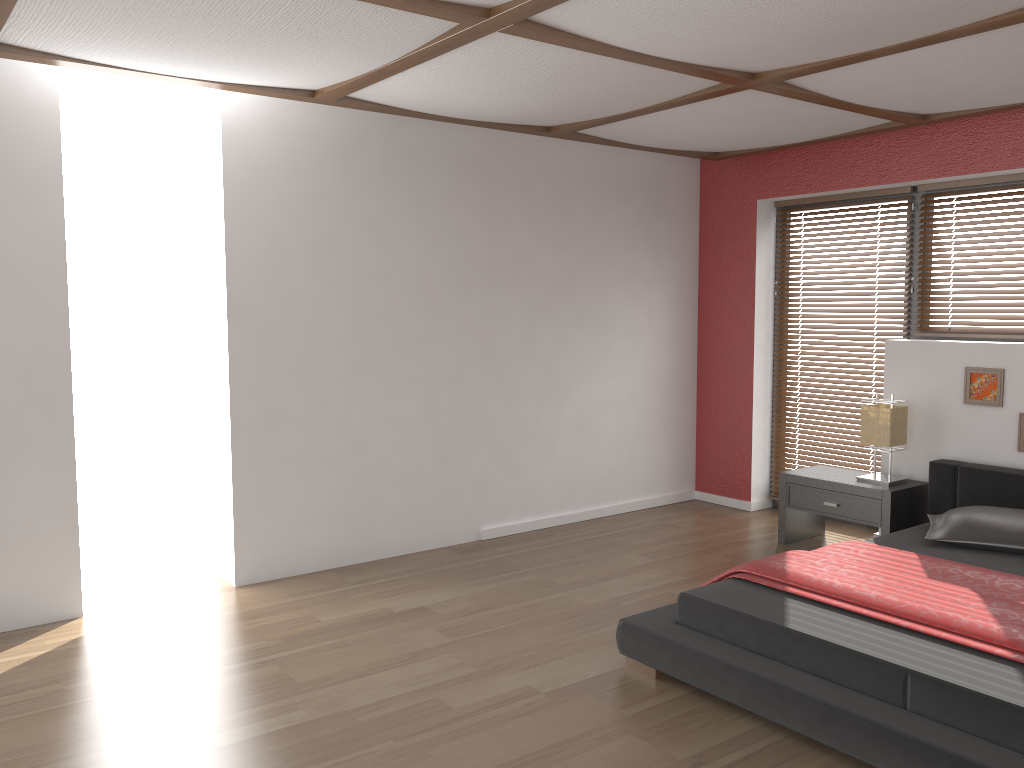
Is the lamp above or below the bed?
above

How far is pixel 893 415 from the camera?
4.8 meters

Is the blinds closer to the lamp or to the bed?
the lamp

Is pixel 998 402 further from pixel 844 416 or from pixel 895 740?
pixel 895 740

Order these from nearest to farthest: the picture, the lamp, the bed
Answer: the bed < the picture < the lamp

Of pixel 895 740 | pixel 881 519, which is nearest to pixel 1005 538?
pixel 881 519

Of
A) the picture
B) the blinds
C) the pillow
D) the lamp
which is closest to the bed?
the pillow

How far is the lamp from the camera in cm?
481

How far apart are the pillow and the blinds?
1.3 meters

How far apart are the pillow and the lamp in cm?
57
